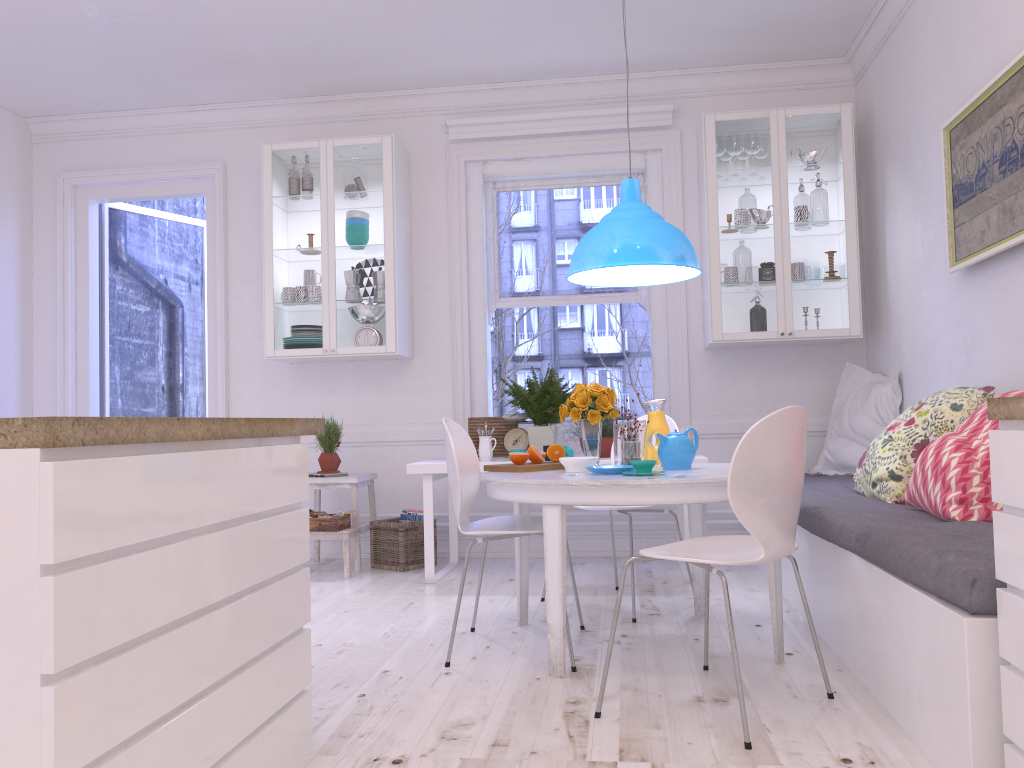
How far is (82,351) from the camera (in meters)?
5.92

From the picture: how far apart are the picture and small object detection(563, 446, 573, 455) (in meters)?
1.92

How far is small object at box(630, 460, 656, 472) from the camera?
3.0m

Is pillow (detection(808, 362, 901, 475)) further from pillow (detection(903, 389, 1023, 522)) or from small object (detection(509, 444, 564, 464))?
small object (detection(509, 444, 564, 464))

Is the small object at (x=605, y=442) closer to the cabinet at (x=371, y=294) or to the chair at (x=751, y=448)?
the cabinet at (x=371, y=294)

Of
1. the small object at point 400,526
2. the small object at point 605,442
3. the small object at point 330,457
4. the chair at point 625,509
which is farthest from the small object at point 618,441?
the small object at point 330,457

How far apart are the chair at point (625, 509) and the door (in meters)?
3.14

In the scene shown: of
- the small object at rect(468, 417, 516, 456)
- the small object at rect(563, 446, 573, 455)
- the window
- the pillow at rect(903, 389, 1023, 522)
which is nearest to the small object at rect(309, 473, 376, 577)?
the small object at rect(468, 417, 516, 456)

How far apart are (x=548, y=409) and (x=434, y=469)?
0.74m

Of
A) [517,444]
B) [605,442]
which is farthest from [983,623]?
[517,444]
